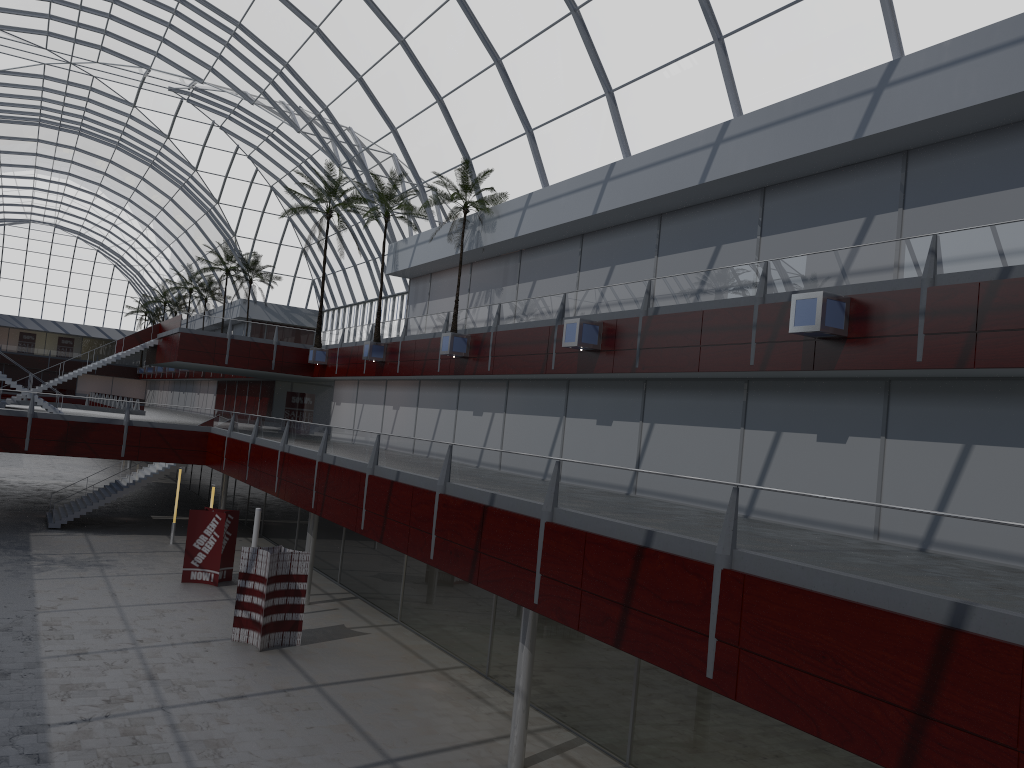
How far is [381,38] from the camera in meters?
42.4

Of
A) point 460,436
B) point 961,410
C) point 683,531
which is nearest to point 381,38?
point 460,436
